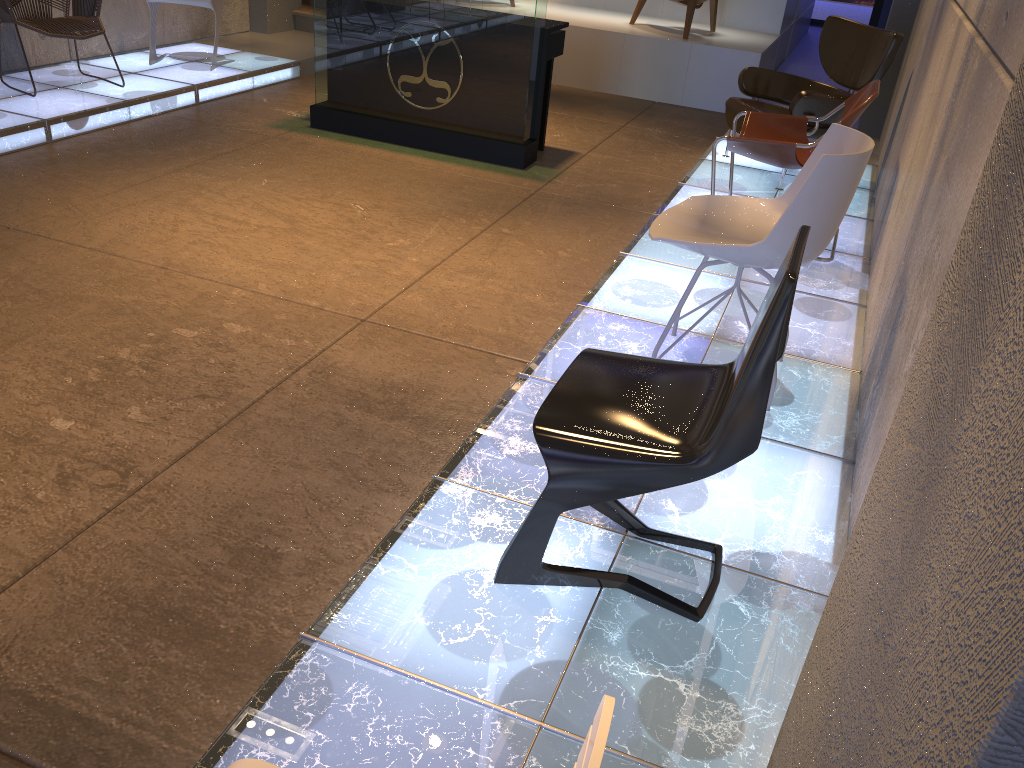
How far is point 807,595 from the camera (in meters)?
2.26

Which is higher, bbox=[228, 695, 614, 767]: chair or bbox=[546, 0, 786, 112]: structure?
bbox=[228, 695, 614, 767]: chair

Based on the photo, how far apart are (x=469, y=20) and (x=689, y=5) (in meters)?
3.26

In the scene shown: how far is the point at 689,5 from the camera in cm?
803

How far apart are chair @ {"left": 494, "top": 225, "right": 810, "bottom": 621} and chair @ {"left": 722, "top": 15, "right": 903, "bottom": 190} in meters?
3.6 m

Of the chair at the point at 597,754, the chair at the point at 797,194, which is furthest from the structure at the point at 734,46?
the chair at the point at 597,754

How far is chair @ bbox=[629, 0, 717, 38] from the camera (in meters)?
8.03

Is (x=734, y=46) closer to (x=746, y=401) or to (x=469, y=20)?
(x=469, y=20)

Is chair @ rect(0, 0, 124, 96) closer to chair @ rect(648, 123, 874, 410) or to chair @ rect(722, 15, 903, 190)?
chair @ rect(722, 15, 903, 190)

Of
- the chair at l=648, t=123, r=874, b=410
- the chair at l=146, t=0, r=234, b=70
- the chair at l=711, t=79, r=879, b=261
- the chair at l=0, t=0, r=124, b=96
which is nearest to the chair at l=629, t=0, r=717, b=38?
the chair at l=711, t=79, r=879, b=261
